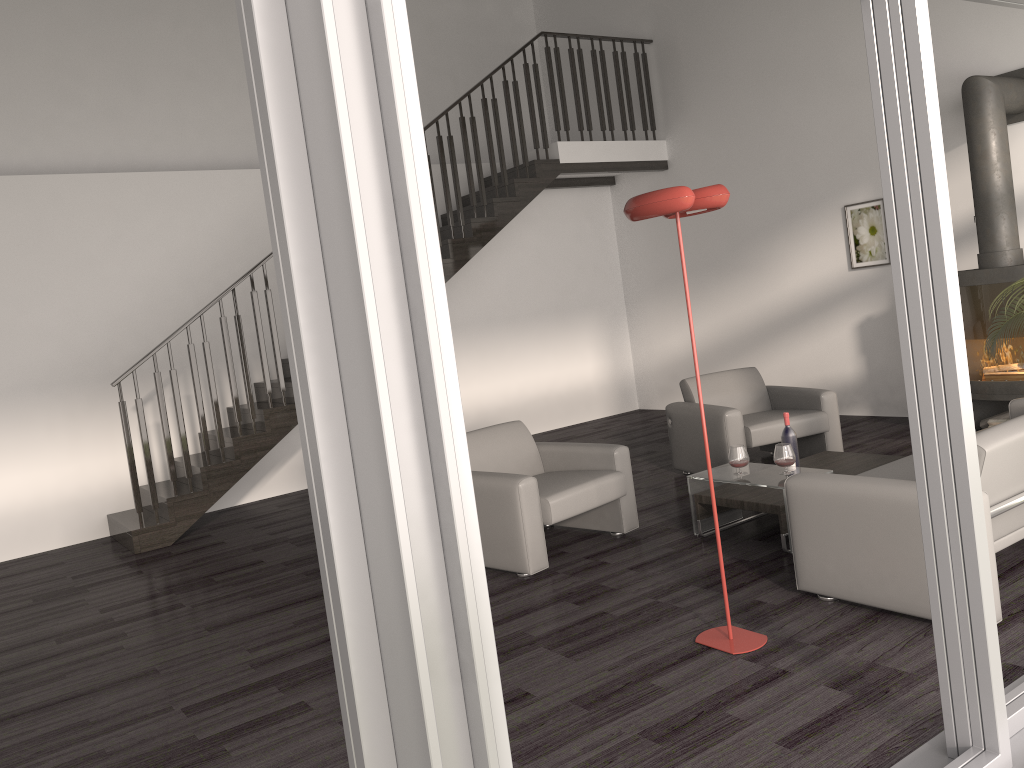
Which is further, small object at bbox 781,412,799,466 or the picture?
the picture

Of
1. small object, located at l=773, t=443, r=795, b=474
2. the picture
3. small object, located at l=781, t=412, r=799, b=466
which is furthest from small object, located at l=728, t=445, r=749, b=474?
the picture

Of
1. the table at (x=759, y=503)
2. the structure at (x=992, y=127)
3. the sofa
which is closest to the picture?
the structure at (x=992, y=127)

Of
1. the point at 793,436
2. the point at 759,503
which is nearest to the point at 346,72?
the point at 759,503

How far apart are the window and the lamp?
0.9 meters

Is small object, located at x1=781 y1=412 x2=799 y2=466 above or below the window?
below

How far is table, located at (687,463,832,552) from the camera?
4.66m

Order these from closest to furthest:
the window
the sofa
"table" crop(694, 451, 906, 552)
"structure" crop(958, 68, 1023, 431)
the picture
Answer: the window → the sofa → "table" crop(694, 451, 906, 552) → "structure" crop(958, 68, 1023, 431) → the picture

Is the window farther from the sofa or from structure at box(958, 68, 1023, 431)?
structure at box(958, 68, 1023, 431)

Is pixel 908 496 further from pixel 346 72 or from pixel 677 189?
pixel 346 72
